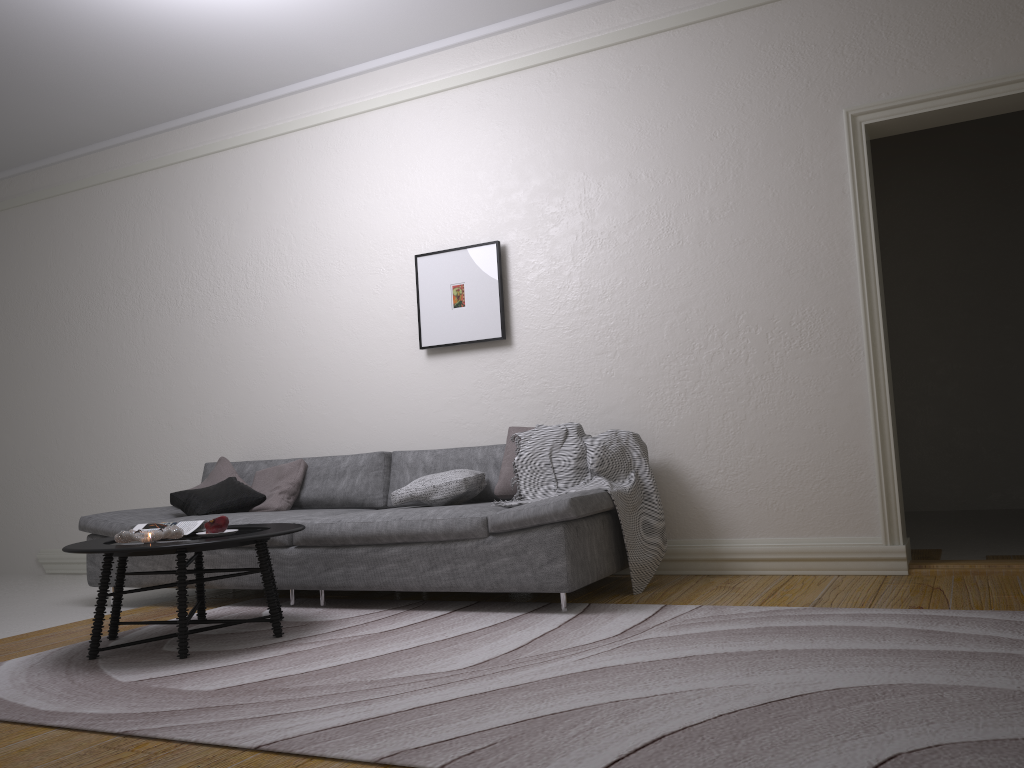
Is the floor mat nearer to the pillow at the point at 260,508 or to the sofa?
the sofa

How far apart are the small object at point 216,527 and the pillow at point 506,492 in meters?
1.4

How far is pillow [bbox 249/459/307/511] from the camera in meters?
5.1

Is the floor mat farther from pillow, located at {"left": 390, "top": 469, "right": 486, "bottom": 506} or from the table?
pillow, located at {"left": 390, "top": 469, "right": 486, "bottom": 506}

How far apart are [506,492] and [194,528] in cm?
149

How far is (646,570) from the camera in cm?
416

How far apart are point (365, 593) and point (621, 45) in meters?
3.3

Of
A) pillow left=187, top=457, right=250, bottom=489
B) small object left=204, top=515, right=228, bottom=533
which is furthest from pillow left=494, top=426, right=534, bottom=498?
pillow left=187, top=457, right=250, bottom=489

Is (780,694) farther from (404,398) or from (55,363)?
(55,363)

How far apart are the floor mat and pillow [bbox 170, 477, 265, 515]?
0.64m
